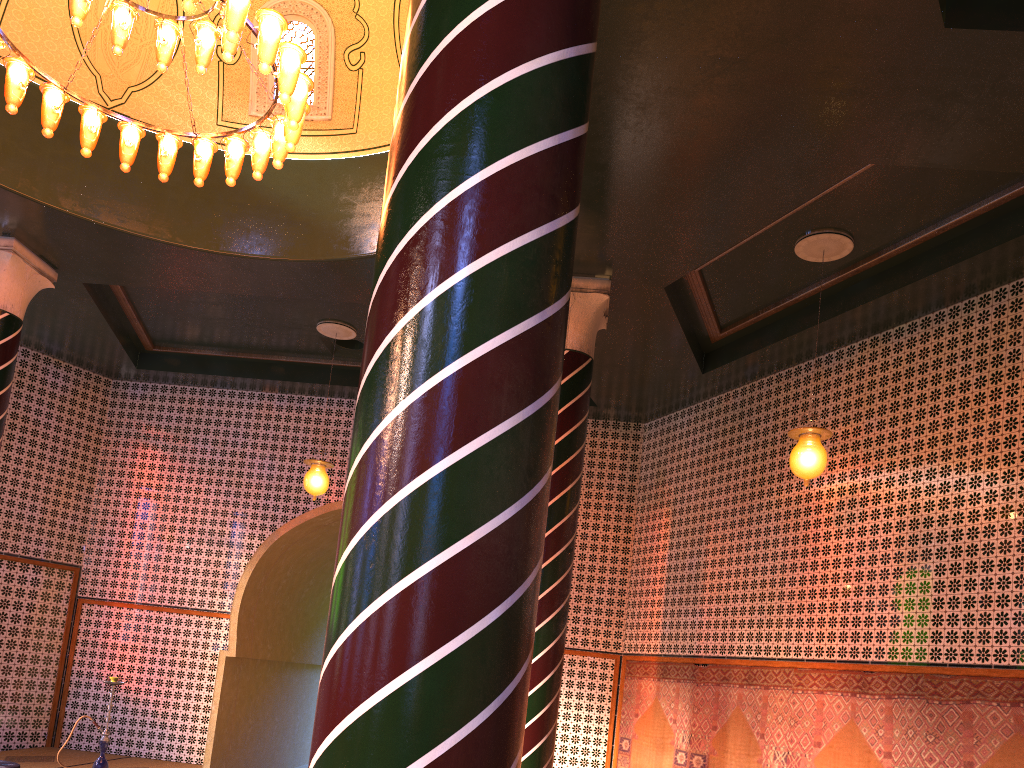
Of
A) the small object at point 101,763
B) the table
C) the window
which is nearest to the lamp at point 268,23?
the window

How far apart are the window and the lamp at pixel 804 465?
5.3 meters

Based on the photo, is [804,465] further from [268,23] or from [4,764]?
[4,764]

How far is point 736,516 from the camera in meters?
10.8 m

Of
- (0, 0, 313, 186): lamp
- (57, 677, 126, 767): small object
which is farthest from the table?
(0, 0, 313, 186): lamp

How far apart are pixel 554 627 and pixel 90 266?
6.72m

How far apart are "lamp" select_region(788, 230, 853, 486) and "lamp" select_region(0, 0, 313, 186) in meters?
4.8 m

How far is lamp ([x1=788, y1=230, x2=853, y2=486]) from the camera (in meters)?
7.74

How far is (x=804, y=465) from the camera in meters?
7.7

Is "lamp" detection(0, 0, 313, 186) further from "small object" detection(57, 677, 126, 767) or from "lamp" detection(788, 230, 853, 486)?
"small object" detection(57, 677, 126, 767)
